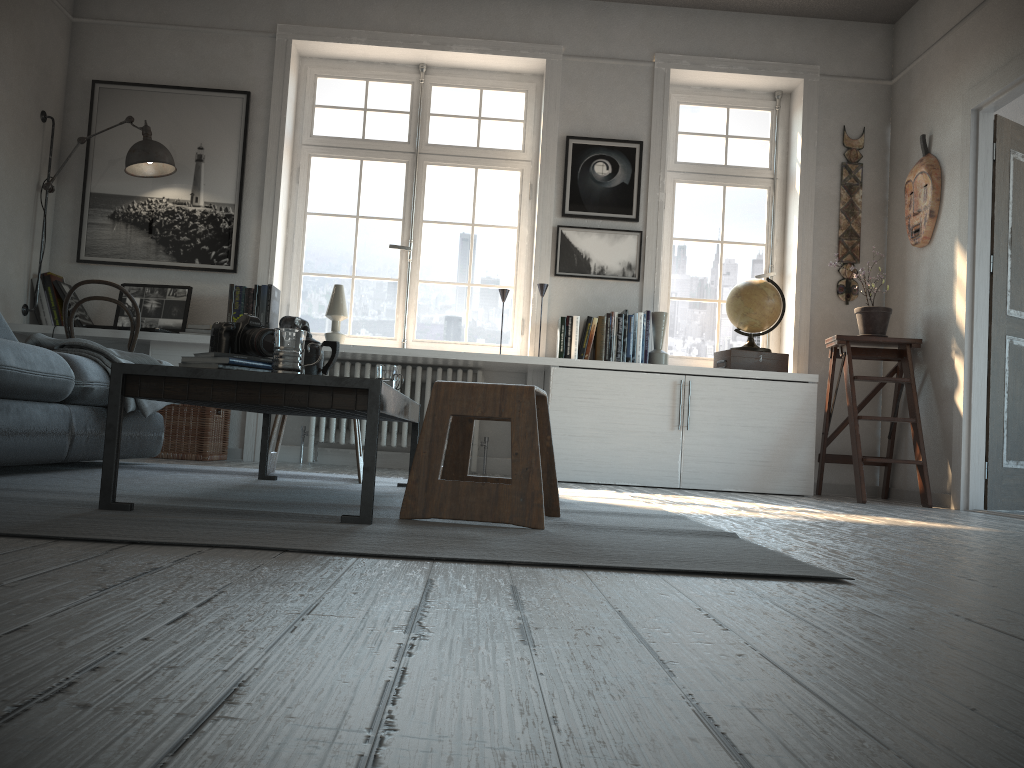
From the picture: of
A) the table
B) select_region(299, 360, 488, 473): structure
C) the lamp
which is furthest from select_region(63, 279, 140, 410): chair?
the table

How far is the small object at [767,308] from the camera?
5.0m

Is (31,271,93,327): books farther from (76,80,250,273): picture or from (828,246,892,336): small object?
(828,246,892,336): small object

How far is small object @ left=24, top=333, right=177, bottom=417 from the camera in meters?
3.3

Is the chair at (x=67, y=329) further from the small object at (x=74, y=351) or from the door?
the door

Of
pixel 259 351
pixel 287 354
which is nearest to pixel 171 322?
pixel 259 351

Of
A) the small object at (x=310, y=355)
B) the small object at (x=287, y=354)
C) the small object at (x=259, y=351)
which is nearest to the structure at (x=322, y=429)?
the small object at (x=310, y=355)

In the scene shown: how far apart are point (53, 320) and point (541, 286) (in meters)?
2.74

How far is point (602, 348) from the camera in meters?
5.0

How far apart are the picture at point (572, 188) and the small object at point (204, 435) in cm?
228
